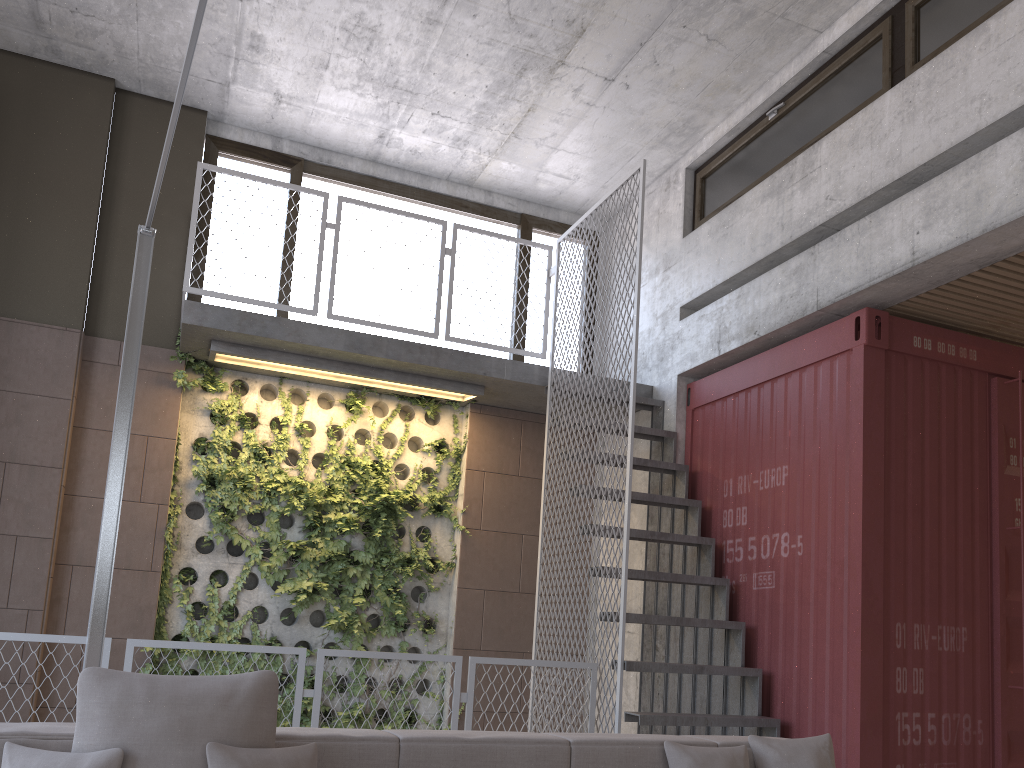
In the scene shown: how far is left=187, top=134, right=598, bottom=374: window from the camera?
7.4 meters

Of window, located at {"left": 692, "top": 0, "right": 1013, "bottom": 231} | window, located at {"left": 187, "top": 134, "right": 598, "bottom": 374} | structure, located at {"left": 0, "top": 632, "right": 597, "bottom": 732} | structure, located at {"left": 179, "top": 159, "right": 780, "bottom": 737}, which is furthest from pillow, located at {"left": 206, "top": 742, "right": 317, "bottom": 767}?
window, located at {"left": 187, "top": 134, "right": 598, "bottom": 374}

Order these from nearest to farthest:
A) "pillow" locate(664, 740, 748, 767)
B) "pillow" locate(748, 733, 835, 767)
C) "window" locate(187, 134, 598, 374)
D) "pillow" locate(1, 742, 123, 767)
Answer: "pillow" locate(1, 742, 123, 767) → "pillow" locate(664, 740, 748, 767) → "pillow" locate(748, 733, 835, 767) → "window" locate(187, 134, 598, 374)

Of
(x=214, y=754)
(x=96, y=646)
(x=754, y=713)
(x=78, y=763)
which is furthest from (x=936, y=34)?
(x=78, y=763)

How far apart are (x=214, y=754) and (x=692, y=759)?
1.6m

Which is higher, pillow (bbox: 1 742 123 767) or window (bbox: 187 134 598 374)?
window (bbox: 187 134 598 374)

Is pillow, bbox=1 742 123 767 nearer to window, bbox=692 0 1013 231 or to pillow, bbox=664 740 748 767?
pillow, bbox=664 740 748 767

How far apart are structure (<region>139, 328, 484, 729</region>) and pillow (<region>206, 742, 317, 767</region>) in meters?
4.1

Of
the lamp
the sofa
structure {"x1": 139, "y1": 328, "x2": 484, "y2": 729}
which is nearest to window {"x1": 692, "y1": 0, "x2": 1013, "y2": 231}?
structure {"x1": 139, "y1": 328, "x2": 484, "y2": 729}

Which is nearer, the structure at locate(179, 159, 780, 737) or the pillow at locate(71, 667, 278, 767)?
the pillow at locate(71, 667, 278, 767)
